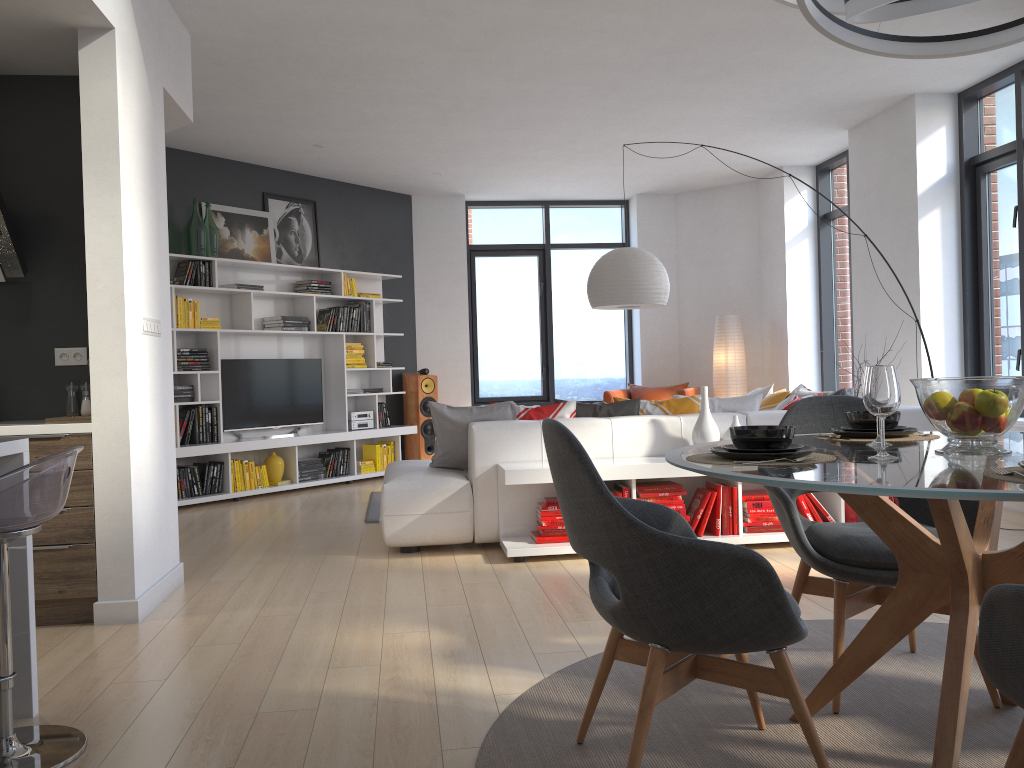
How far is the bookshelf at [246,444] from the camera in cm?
748

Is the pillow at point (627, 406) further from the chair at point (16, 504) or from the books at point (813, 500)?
the chair at point (16, 504)

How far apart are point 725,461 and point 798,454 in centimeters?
17cm

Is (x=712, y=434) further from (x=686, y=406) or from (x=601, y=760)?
(x=601, y=760)

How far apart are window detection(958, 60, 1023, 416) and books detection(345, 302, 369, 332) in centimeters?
532cm

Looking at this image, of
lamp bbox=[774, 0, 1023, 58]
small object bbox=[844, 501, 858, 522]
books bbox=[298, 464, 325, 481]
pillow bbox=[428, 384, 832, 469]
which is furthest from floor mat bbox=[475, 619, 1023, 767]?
books bbox=[298, 464, 325, 481]

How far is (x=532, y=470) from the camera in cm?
467

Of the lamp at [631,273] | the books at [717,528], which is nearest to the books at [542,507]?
the books at [717,528]

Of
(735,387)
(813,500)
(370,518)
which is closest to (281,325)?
(370,518)

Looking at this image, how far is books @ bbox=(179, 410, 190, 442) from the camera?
7.2m
